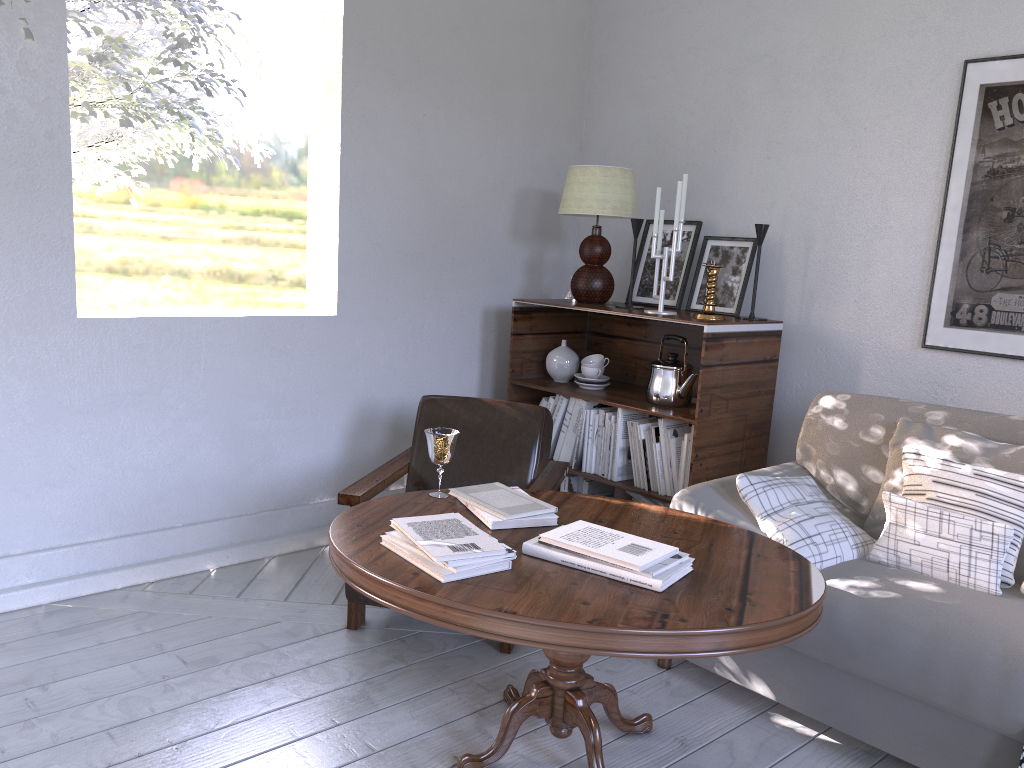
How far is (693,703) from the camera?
1.97m

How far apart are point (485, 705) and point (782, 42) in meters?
2.2 m

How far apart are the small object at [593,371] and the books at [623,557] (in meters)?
1.31

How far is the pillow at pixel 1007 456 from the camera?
1.9m

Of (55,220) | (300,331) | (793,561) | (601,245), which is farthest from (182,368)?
(793,561)

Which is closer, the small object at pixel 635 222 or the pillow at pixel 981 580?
the pillow at pixel 981 580

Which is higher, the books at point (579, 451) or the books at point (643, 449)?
the books at point (643, 449)

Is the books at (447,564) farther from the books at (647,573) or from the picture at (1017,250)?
the picture at (1017,250)

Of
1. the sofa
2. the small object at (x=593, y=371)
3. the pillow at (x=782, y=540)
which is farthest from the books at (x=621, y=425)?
the pillow at (x=782, y=540)

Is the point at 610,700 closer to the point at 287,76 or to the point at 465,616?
the point at 465,616
